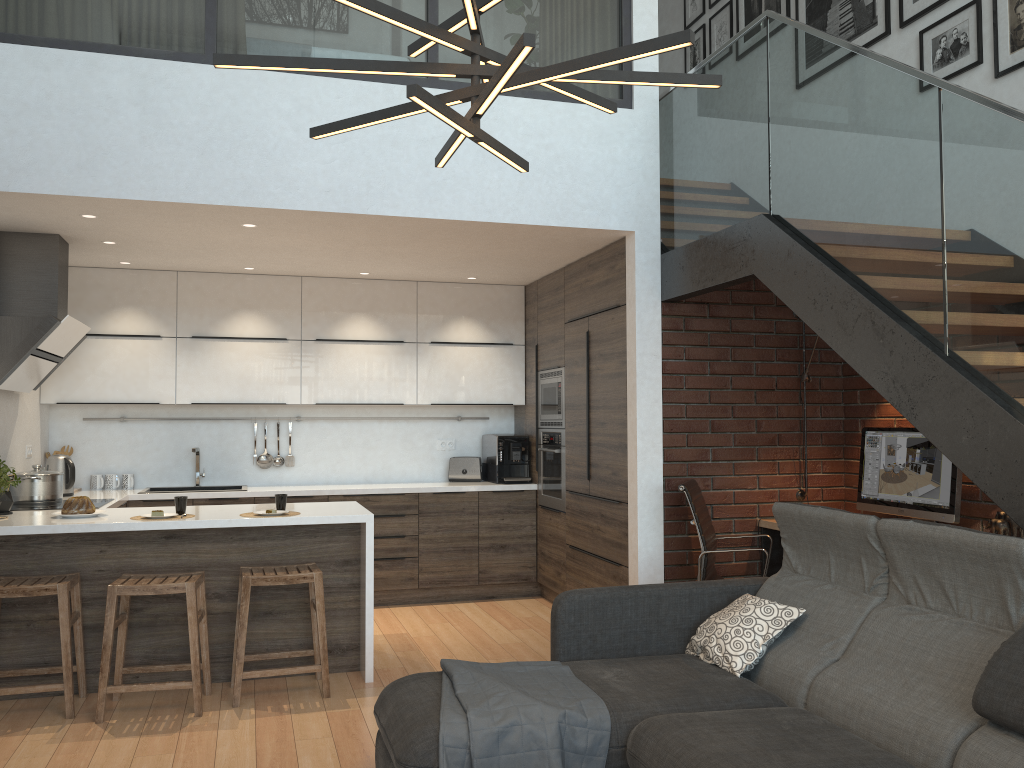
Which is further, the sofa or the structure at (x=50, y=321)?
the structure at (x=50, y=321)

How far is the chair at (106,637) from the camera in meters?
3.9 m

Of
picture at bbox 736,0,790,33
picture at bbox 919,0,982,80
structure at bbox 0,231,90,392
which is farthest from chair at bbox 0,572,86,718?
picture at bbox 736,0,790,33

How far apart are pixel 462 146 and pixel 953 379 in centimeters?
281cm

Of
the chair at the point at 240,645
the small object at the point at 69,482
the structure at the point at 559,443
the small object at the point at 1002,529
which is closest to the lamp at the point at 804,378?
the small object at the point at 1002,529

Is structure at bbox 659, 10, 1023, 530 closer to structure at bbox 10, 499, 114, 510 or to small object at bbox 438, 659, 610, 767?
small object at bbox 438, 659, 610, 767

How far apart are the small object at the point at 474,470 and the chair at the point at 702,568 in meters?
2.4

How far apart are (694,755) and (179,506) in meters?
3.0

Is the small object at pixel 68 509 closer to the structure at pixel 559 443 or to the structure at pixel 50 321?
the structure at pixel 50 321

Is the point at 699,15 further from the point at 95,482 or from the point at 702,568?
the point at 95,482
